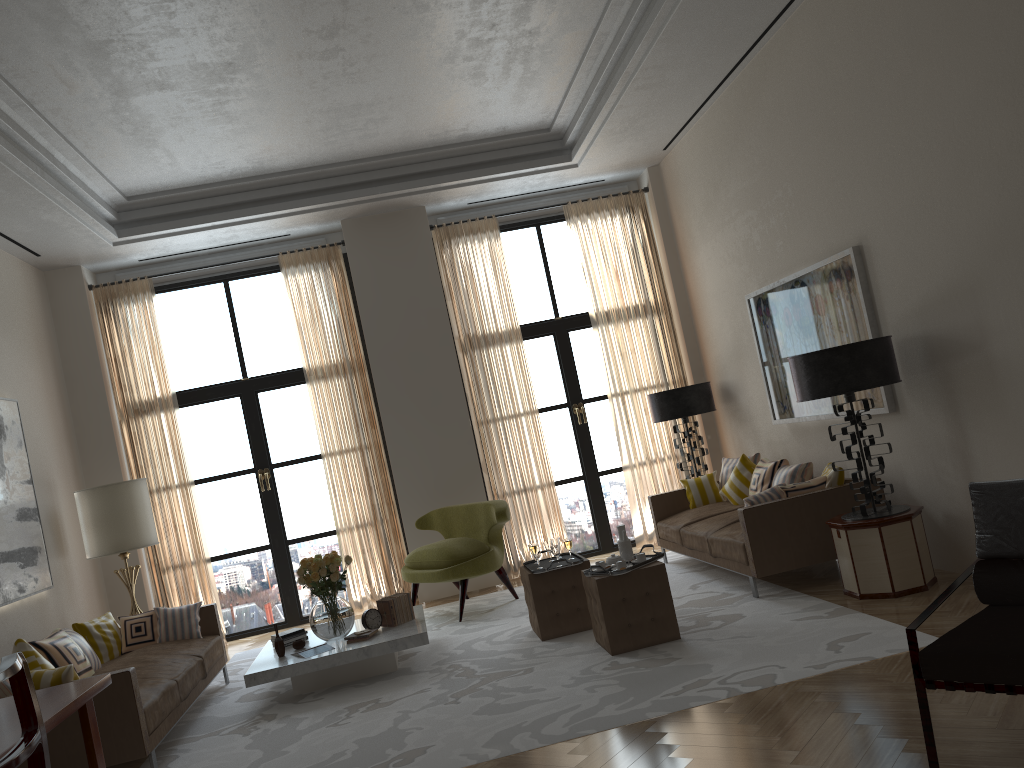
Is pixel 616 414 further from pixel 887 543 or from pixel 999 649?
pixel 999 649

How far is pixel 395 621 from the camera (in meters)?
8.23

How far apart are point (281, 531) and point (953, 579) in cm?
→ 803

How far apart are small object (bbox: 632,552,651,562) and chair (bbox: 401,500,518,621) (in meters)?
2.72

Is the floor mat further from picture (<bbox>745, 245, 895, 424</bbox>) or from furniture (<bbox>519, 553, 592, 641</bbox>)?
picture (<bbox>745, 245, 895, 424</bbox>)

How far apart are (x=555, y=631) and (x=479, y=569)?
1.89m

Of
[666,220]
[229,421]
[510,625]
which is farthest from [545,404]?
[229,421]

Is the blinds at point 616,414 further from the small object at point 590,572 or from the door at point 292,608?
the small object at point 590,572

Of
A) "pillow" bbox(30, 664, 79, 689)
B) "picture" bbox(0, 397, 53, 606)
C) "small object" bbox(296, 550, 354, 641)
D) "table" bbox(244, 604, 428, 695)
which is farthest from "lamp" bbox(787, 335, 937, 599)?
"picture" bbox(0, 397, 53, 606)

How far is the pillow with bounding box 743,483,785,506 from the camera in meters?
7.9 m
